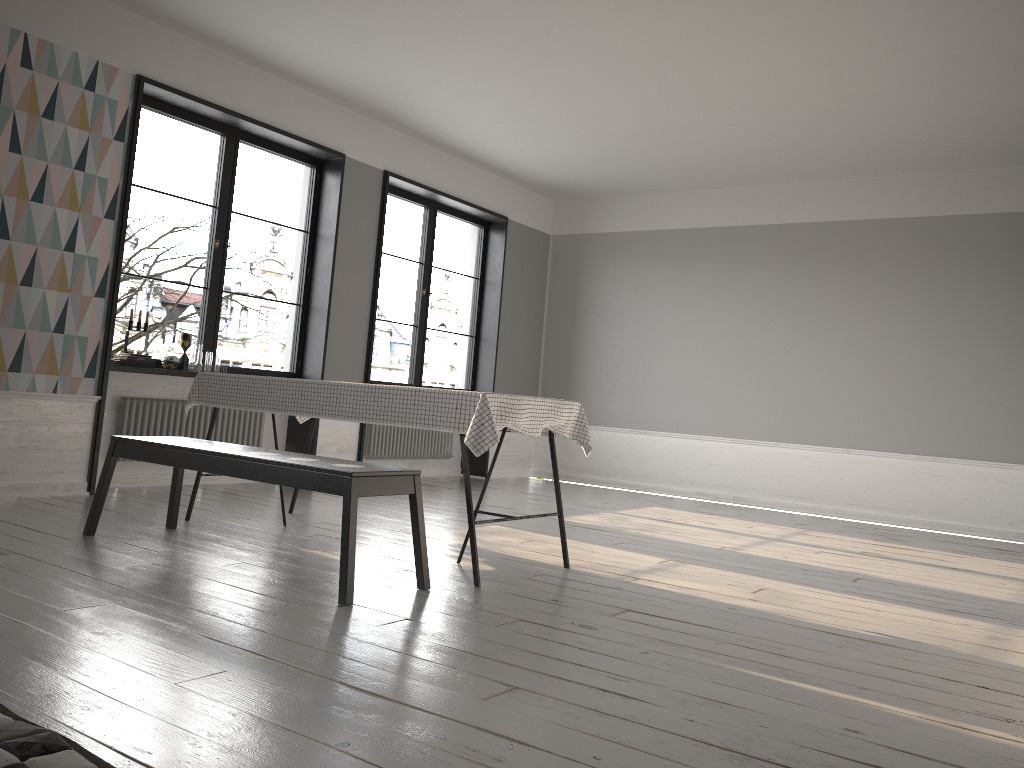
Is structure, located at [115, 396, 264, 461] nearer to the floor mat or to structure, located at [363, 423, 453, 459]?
structure, located at [363, 423, 453, 459]

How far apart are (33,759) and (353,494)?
1.6m

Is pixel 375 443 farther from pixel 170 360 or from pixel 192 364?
pixel 170 360

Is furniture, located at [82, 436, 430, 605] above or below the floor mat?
above

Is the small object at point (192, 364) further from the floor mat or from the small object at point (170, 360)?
the floor mat

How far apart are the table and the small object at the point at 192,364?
1.1 meters

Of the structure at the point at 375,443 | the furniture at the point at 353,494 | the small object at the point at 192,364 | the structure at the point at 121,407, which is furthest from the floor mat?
the structure at the point at 375,443

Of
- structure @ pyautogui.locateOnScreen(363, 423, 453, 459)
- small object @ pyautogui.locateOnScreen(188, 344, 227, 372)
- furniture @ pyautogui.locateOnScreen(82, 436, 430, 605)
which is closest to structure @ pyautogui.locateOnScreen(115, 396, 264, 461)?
small object @ pyautogui.locateOnScreen(188, 344, 227, 372)

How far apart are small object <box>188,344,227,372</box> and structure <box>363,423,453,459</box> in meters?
1.9 m

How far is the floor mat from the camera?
1.7 meters
